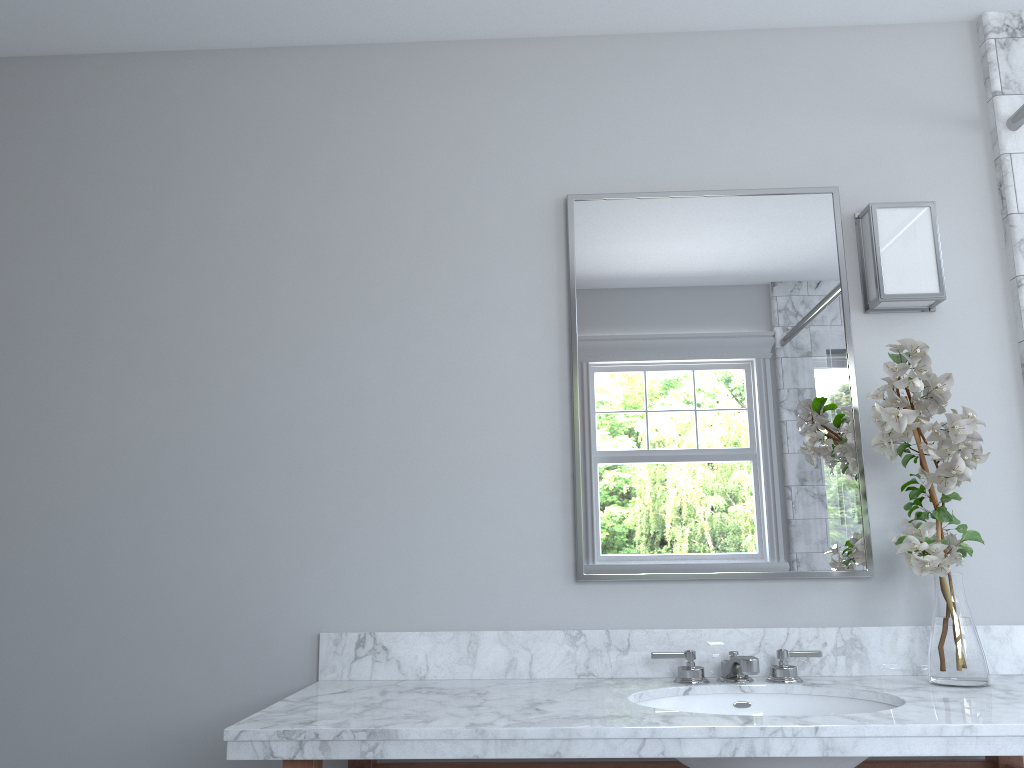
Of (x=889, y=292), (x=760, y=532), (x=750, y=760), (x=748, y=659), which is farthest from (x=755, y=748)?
(x=889, y=292)

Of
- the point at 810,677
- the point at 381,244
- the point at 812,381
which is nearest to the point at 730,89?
the point at 812,381

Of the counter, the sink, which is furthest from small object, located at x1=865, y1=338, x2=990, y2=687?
the sink

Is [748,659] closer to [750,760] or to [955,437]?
[750,760]

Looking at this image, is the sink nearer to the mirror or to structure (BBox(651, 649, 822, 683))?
structure (BBox(651, 649, 822, 683))

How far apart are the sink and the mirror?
0.3 meters

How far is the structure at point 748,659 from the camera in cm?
183

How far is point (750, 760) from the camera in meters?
1.6 m

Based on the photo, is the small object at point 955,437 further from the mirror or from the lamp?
the lamp

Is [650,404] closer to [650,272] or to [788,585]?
[650,272]
